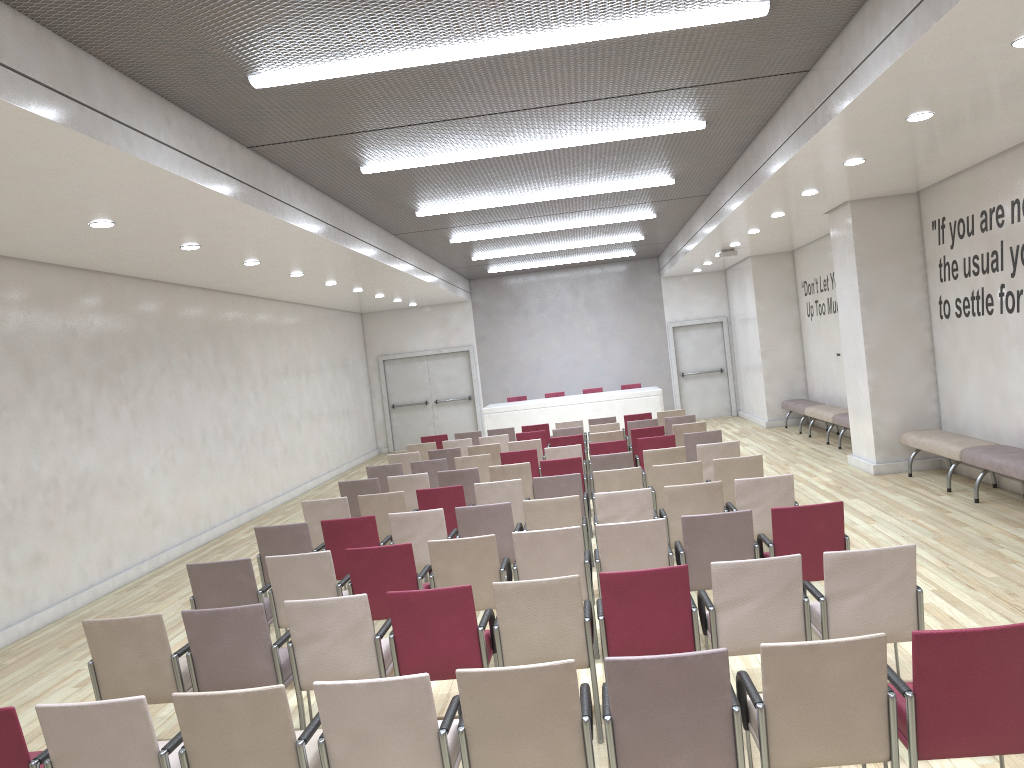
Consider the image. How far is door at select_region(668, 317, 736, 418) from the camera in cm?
2129

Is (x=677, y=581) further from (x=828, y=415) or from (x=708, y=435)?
(x=828, y=415)

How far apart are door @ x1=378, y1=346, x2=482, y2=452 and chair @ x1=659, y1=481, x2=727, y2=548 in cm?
1478

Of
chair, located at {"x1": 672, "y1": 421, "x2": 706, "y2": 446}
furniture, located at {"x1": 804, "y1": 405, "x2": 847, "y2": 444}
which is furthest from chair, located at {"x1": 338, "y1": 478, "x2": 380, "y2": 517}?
furniture, located at {"x1": 804, "y1": 405, "x2": 847, "y2": 444}

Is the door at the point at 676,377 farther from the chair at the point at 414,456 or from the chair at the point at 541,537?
the chair at the point at 541,537

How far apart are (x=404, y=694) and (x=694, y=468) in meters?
5.2 m

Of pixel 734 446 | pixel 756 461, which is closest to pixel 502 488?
pixel 756 461

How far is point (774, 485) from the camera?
6.79m

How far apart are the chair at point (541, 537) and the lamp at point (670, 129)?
4.18m

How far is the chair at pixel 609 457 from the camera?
9.3m
